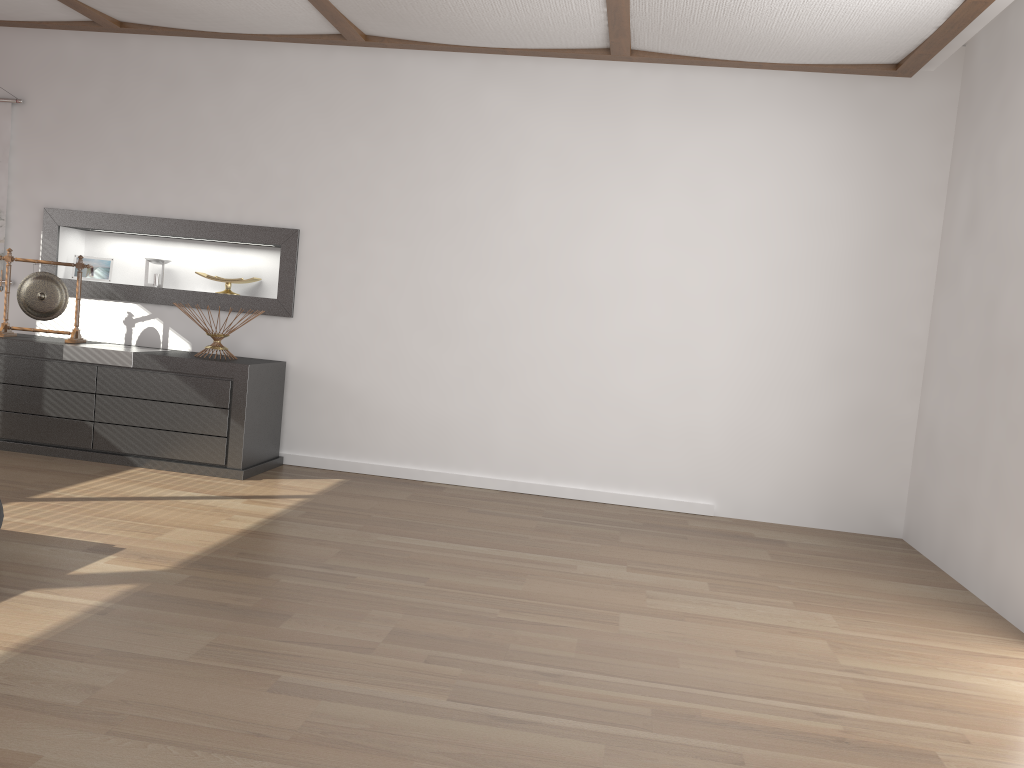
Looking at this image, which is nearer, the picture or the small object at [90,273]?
the picture

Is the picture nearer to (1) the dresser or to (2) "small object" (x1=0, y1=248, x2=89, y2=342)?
(2) "small object" (x1=0, y1=248, x2=89, y2=342)

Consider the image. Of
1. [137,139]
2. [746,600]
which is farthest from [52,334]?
[746,600]

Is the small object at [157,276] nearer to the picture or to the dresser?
the dresser

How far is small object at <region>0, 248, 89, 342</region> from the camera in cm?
498

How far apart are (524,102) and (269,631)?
3.3 meters

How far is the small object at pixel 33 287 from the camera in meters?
5.0 m

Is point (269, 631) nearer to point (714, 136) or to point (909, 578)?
point (909, 578)

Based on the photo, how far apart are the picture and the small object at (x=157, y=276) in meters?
1.0

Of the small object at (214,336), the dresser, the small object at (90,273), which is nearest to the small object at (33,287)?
the dresser
